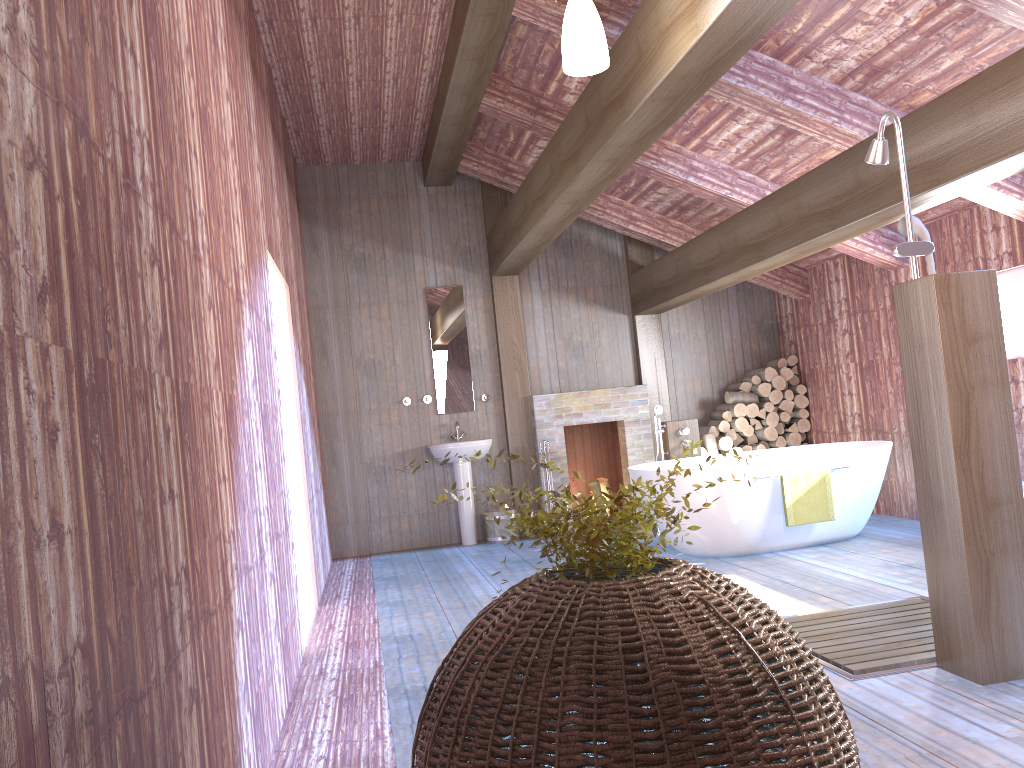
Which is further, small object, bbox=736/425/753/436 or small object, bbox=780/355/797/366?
small object, bbox=780/355/797/366

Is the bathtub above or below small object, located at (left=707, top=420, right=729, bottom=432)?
below

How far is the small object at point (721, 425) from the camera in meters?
8.4 m

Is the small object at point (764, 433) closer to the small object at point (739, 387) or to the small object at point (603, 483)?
the small object at point (739, 387)

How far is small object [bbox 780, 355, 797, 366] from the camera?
8.57m

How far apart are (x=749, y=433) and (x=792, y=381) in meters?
0.7

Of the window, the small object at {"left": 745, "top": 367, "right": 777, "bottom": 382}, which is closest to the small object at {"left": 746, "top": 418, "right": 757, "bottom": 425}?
the small object at {"left": 745, "top": 367, "right": 777, "bottom": 382}

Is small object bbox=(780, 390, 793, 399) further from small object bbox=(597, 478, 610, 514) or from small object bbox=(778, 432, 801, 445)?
small object bbox=(597, 478, 610, 514)

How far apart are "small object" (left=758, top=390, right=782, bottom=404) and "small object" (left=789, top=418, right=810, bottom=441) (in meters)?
0.31

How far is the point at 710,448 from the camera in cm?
825
